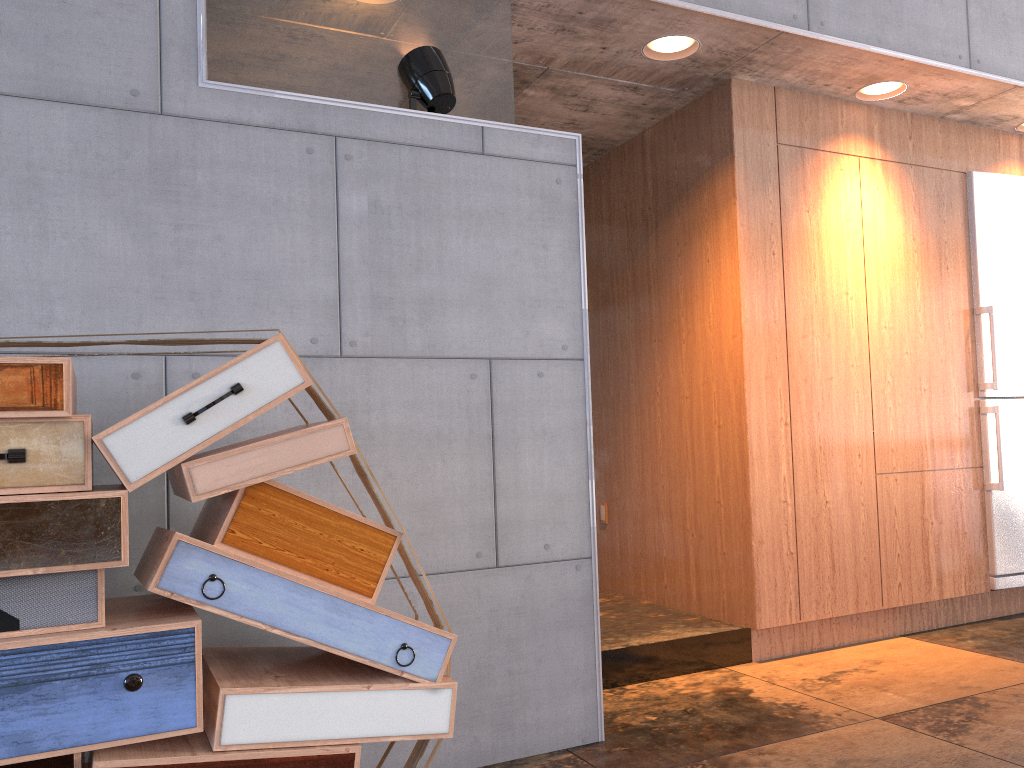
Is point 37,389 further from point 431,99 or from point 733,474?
point 733,474

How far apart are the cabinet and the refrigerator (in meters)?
0.03

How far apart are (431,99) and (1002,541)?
3.76m

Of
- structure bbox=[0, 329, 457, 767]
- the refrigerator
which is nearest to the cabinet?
the refrigerator

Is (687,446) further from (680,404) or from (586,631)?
(586,631)

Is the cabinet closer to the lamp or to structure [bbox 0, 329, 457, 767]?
the lamp

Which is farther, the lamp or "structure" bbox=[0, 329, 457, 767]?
the lamp

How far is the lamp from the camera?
2.96m

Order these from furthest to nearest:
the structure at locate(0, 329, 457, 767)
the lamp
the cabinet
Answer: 1. the cabinet
2. the lamp
3. the structure at locate(0, 329, 457, 767)

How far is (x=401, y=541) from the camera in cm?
218
